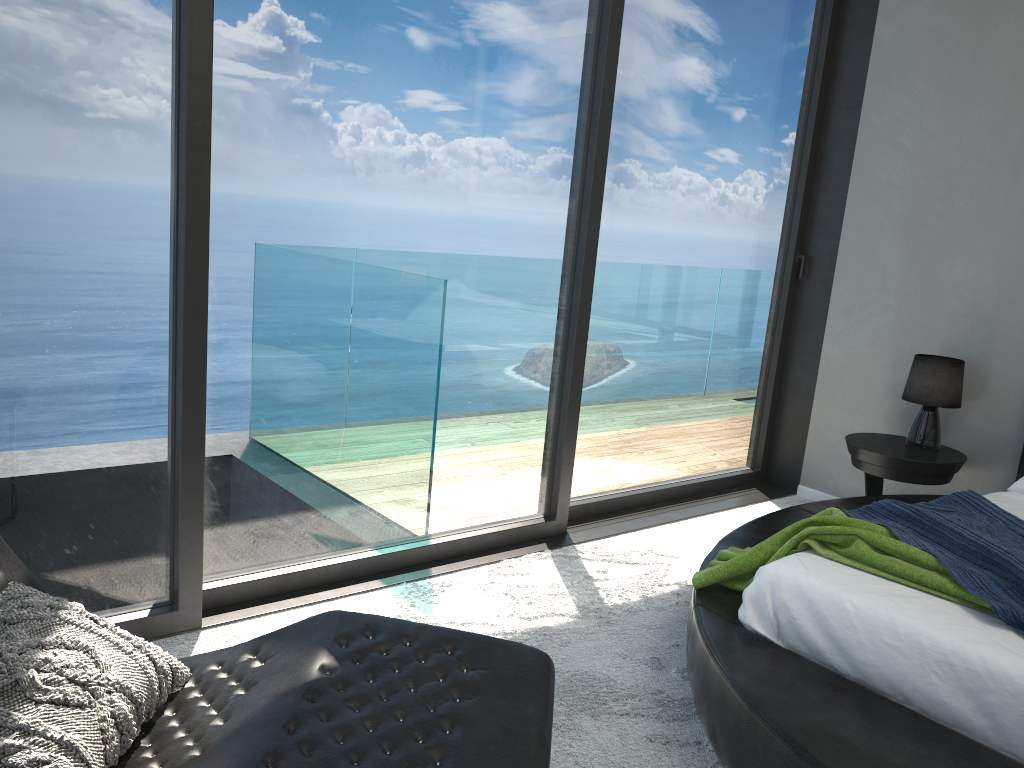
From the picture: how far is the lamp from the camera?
3.8m

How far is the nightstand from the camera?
3.7 meters

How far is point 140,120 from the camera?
2.2m

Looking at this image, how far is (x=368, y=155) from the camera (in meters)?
2.78

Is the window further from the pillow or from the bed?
the pillow

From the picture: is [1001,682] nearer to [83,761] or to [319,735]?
[319,735]

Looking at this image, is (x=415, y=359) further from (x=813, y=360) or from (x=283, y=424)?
(x=813, y=360)

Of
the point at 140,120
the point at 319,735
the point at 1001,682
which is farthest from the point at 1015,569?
the point at 140,120

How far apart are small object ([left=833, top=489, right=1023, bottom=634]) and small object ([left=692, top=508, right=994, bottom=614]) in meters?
0.0 m

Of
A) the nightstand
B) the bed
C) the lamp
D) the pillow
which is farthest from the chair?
the lamp
